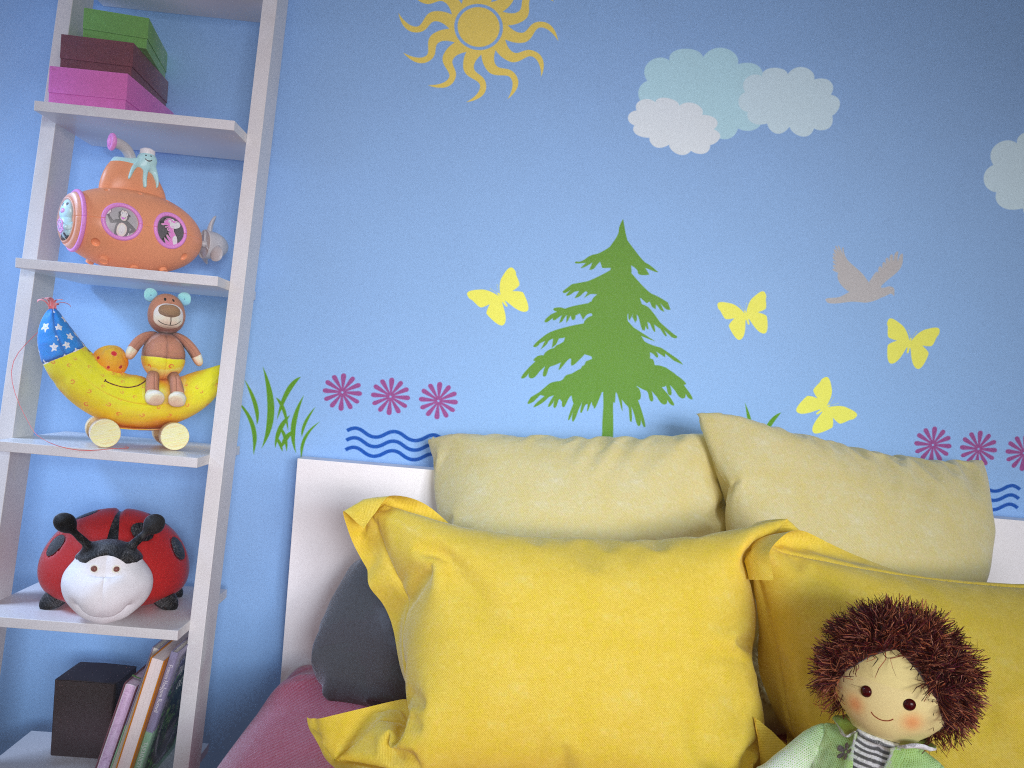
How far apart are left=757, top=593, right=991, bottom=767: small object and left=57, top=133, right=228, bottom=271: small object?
1.2m

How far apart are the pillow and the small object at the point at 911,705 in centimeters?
5cm

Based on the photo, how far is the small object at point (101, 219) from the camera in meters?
1.5

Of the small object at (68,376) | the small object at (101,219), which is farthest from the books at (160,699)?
the small object at (101,219)

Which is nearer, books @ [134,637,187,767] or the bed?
the bed

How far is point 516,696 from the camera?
1.10m

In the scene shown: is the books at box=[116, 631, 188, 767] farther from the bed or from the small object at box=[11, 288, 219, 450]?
the small object at box=[11, 288, 219, 450]

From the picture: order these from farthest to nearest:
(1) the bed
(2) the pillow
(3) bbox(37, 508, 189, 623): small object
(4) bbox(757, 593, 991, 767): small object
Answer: (3) bbox(37, 508, 189, 623): small object → (1) the bed → (2) the pillow → (4) bbox(757, 593, 991, 767): small object

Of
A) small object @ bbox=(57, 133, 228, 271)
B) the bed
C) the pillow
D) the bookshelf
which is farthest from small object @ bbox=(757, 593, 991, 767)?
small object @ bbox=(57, 133, 228, 271)

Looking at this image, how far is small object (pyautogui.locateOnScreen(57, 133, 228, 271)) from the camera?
1.5 meters
